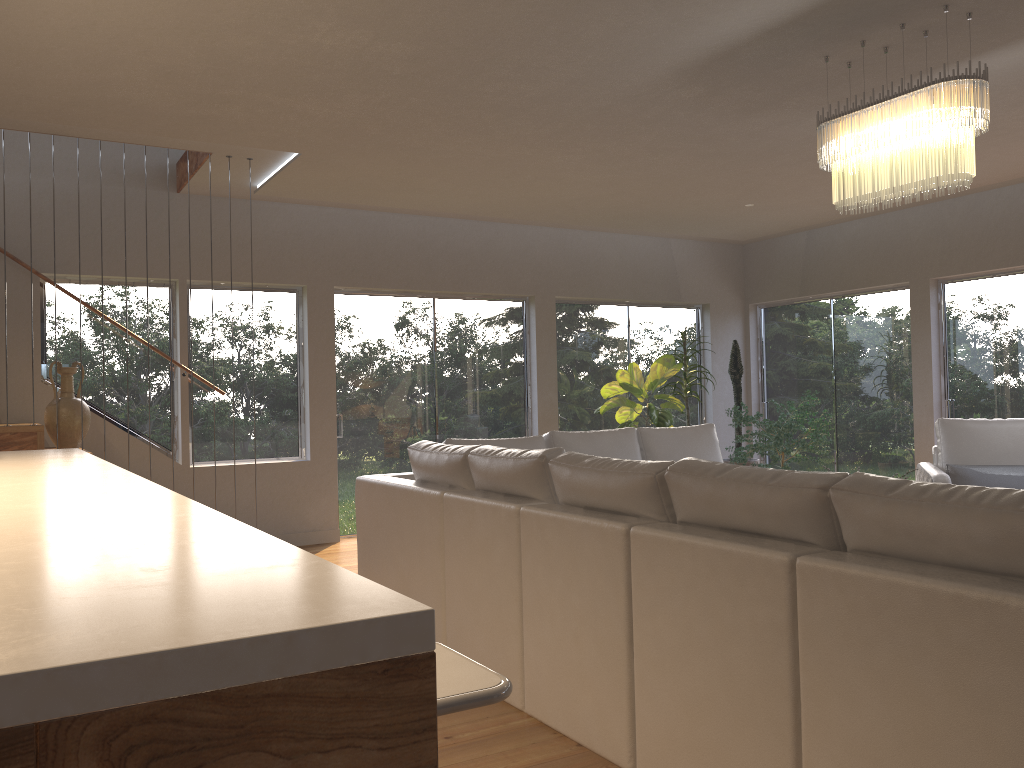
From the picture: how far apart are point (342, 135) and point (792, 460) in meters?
5.1 m

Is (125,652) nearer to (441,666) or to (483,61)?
(441,666)

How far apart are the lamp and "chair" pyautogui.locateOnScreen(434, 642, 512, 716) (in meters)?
3.16

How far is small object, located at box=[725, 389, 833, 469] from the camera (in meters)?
7.79

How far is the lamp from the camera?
3.6 meters

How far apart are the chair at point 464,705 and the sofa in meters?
1.0 m

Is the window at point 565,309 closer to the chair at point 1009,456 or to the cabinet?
the chair at point 1009,456

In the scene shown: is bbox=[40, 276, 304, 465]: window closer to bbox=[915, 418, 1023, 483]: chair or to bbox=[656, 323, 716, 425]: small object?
bbox=[656, 323, 716, 425]: small object

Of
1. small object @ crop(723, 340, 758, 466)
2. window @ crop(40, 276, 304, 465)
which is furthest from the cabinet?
small object @ crop(723, 340, 758, 466)

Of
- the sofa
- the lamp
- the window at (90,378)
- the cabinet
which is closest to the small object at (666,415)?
the sofa
